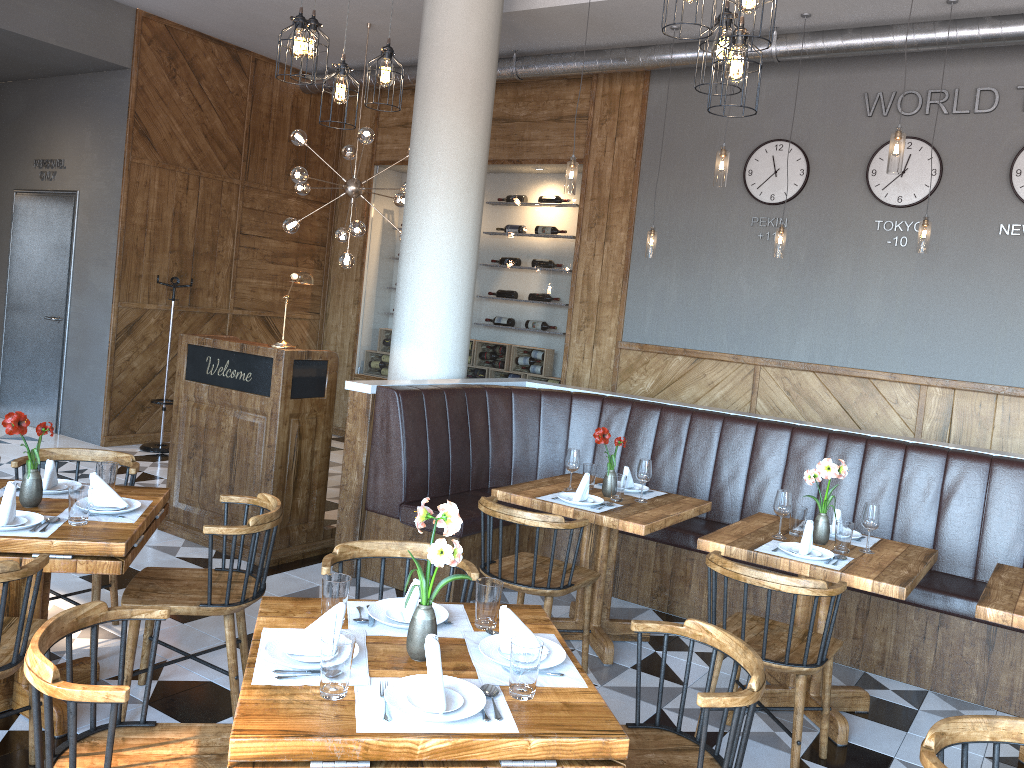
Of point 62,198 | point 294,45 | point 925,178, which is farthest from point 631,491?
point 62,198

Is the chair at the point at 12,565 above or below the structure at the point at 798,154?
below

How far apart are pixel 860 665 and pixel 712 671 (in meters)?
2.46

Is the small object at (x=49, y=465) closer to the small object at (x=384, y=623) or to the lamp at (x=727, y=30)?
the small object at (x=384, y=623)

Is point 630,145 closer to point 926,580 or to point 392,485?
point 392,485

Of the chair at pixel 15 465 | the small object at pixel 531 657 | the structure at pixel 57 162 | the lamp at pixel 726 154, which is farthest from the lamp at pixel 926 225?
the structure at pixel 57 162

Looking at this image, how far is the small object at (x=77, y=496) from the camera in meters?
3.1

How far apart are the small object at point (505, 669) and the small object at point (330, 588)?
0.4 meters

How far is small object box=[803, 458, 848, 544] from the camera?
3.9 meters

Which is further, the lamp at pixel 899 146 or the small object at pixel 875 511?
the lamp at pixel 899 146
